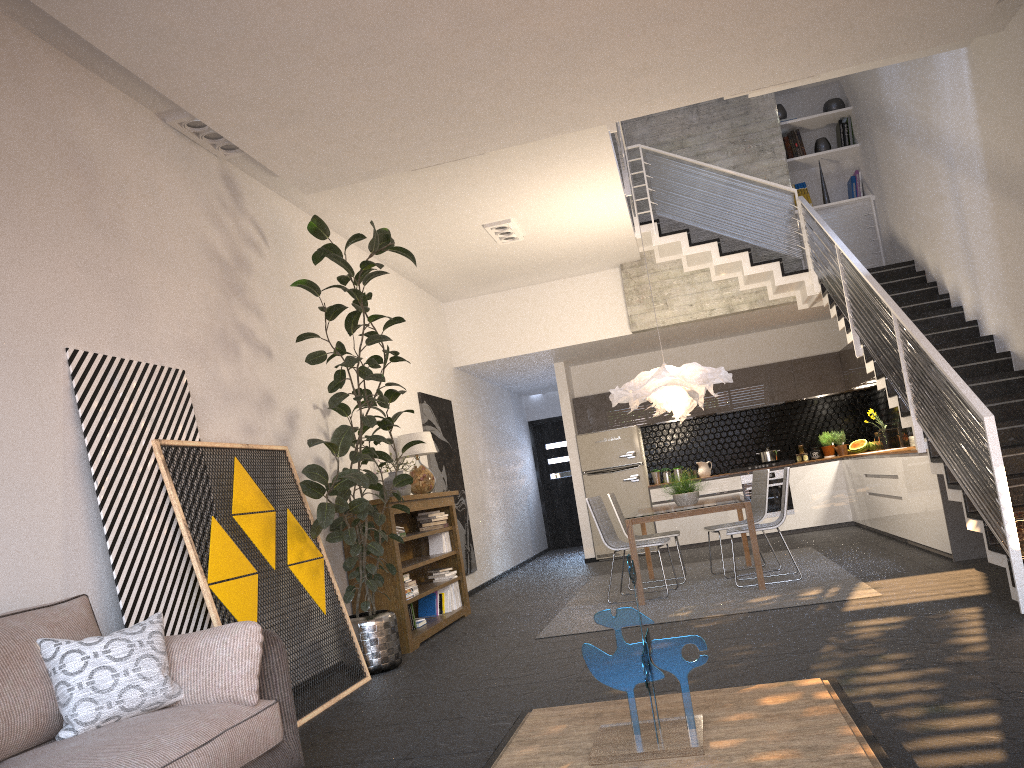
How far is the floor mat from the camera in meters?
6.2

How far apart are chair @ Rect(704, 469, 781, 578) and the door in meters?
7.2 m

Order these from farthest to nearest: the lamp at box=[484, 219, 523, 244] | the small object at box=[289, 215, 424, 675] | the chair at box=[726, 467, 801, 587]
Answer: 1. the lamp at box=[484, 219, 523, 244]
2. the chair at box=[726, 467, 801, 587]
3. the small object at box=[289, 215, 424, 675]

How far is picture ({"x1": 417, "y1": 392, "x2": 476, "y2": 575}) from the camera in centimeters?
947cm

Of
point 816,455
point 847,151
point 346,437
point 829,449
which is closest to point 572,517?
point 816,455

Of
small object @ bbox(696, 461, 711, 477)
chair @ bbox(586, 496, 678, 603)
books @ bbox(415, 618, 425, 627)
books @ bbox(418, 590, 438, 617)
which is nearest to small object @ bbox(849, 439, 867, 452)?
small object @ bbox(696, 461, 711, 477)

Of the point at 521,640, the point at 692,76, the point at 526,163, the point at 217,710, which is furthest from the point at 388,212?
the point at 217,710

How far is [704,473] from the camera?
12.0 meters

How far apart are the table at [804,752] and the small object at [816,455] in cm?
943

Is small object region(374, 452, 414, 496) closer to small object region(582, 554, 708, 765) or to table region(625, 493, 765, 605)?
table region(625, 493, 765, 605)
